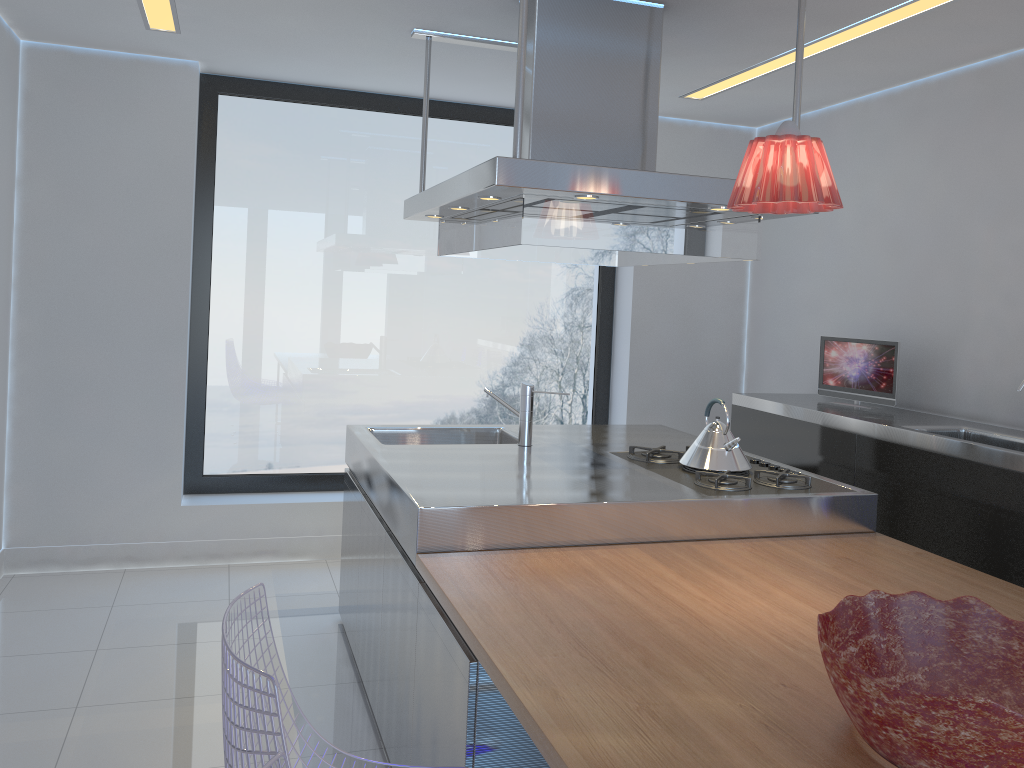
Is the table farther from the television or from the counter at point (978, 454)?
the television

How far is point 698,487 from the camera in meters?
2.8

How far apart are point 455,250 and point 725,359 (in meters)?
2.51

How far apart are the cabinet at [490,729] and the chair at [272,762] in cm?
87

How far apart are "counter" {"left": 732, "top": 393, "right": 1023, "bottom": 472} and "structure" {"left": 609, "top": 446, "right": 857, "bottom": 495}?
0.5 meters

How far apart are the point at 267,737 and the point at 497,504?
1.3 meters

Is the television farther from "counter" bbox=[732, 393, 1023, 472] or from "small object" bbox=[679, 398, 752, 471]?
"small object" bbox=[679, 398, 752, 471]

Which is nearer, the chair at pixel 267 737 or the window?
the chair at pixel 267 737

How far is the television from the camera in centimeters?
397cm

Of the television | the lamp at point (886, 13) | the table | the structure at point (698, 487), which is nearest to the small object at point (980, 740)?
the table
